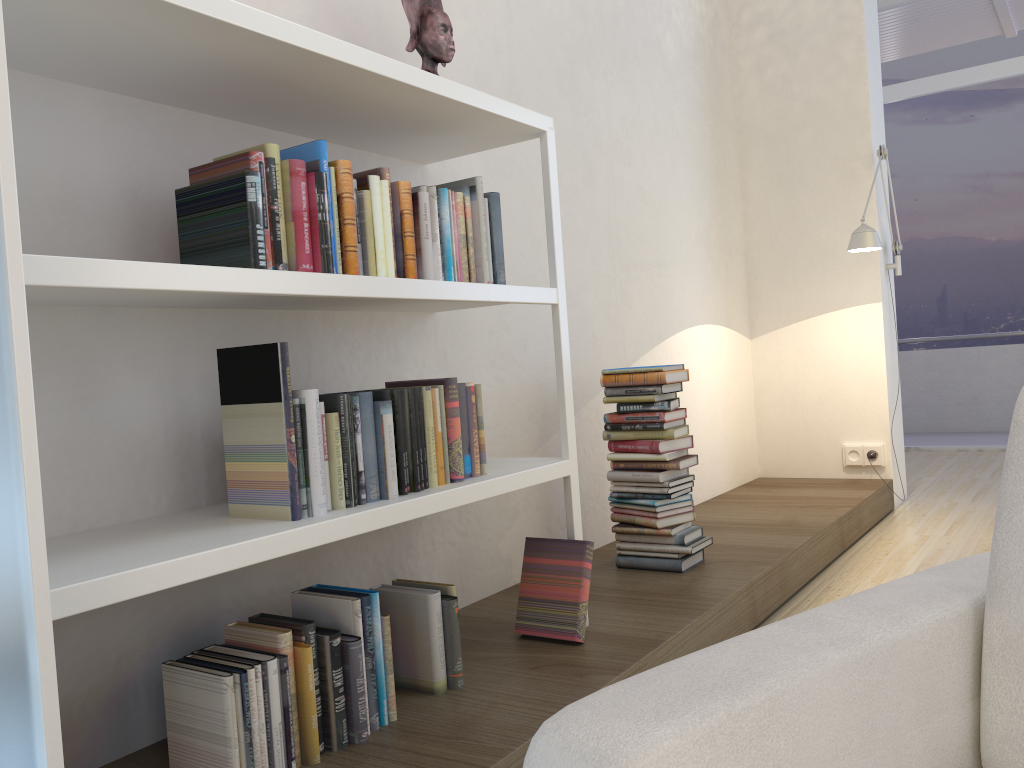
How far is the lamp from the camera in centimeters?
400cm

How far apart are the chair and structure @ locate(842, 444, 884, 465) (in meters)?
3.60

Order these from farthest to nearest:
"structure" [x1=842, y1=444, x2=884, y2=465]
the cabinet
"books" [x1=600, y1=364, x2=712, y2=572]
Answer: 1. "structure" [x1=842, y1=444, x2=884, y2=465]
2. "books" [x1=600, y1=364, x2=712, y2=572]
3. the cabinet

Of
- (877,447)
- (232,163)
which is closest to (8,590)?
(232,163)

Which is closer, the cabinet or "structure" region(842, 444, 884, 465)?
the cabinet

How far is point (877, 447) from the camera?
4.63m

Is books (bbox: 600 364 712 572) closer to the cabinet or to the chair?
the chair

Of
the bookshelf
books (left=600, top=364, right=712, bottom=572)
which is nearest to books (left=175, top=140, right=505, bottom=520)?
the bookshelf

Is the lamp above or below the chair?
above

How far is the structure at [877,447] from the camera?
4.63m
